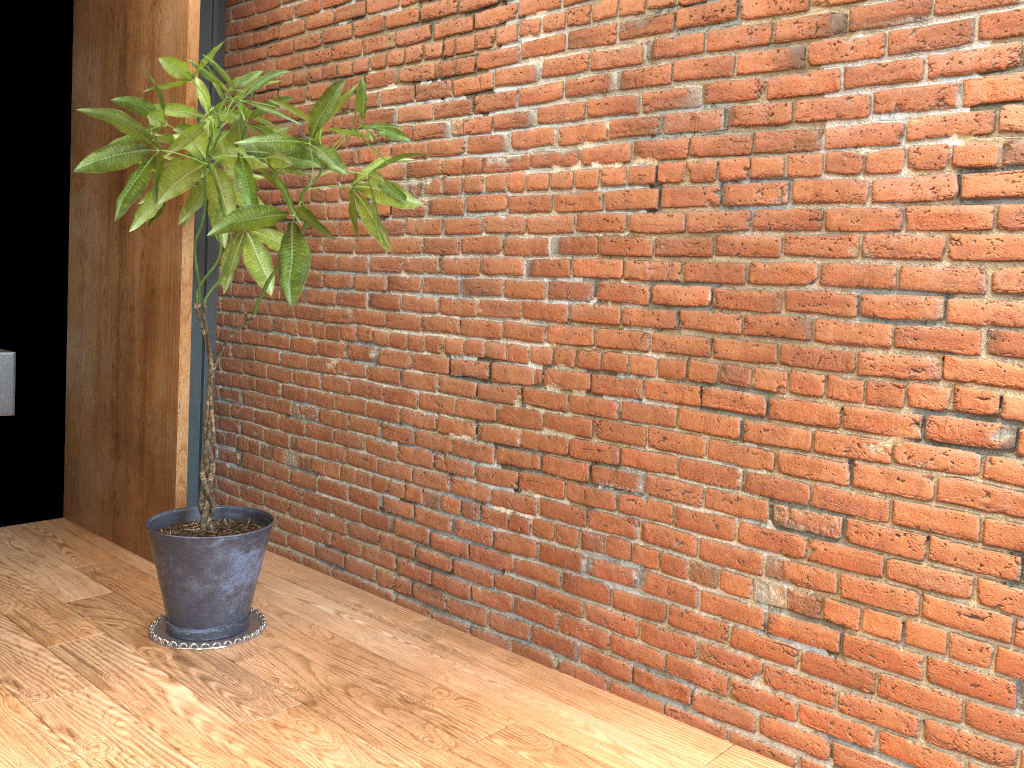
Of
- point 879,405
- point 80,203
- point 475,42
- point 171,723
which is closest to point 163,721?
point 171,723

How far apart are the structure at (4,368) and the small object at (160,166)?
1.55m

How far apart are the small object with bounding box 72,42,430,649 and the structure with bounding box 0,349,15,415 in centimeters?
155cm

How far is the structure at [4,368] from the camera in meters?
1.1

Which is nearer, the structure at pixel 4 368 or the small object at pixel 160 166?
the structure at pixel 4 368

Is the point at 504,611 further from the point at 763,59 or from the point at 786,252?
the point at 763,59

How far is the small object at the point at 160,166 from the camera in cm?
277

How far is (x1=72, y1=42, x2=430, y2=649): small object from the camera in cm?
277
